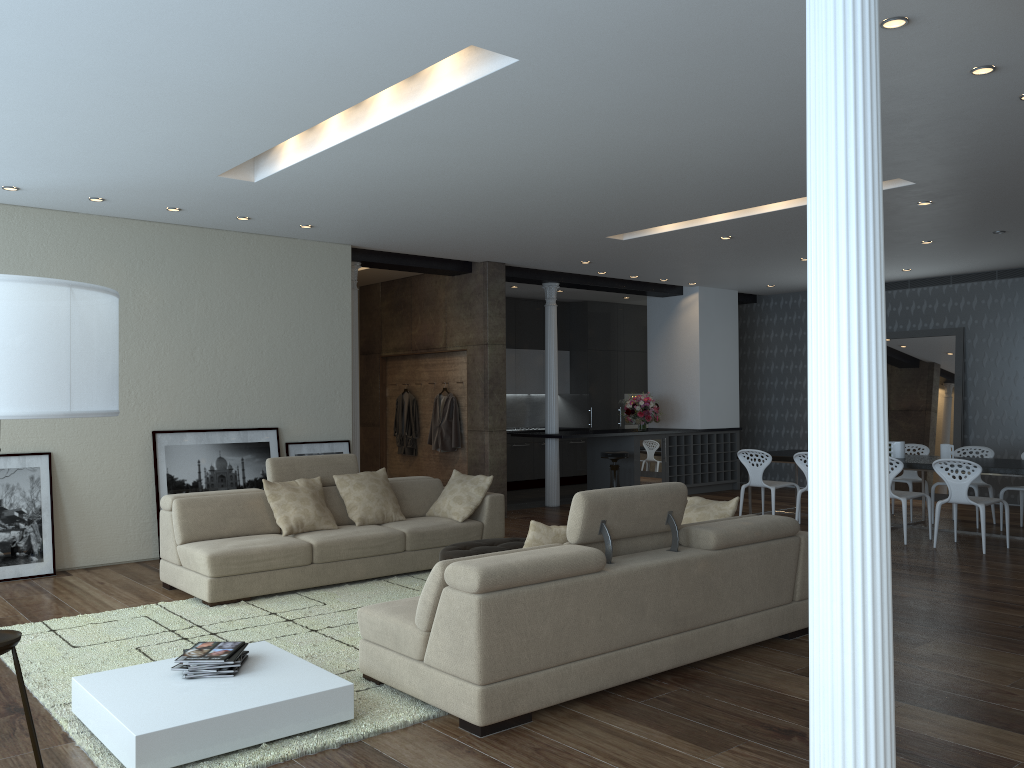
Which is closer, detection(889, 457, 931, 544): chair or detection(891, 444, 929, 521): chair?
detection(889, 457, 931, 544): chair

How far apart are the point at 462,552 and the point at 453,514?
1.39m

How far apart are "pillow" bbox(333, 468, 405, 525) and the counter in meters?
3.9

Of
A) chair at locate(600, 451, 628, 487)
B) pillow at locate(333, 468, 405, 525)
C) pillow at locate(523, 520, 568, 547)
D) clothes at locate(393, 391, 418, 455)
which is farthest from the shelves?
pillow at locate(523, 520, 568, 547)

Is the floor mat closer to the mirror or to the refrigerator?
the refrigerator

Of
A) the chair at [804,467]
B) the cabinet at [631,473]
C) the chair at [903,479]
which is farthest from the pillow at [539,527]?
the cabinet at [631,473]

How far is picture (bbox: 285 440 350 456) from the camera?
8.7 meters

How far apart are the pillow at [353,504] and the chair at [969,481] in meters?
4.9 m

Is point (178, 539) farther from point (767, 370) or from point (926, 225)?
point (767, 370)

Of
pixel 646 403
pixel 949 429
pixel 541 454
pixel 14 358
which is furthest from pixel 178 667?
pixel 949 429
